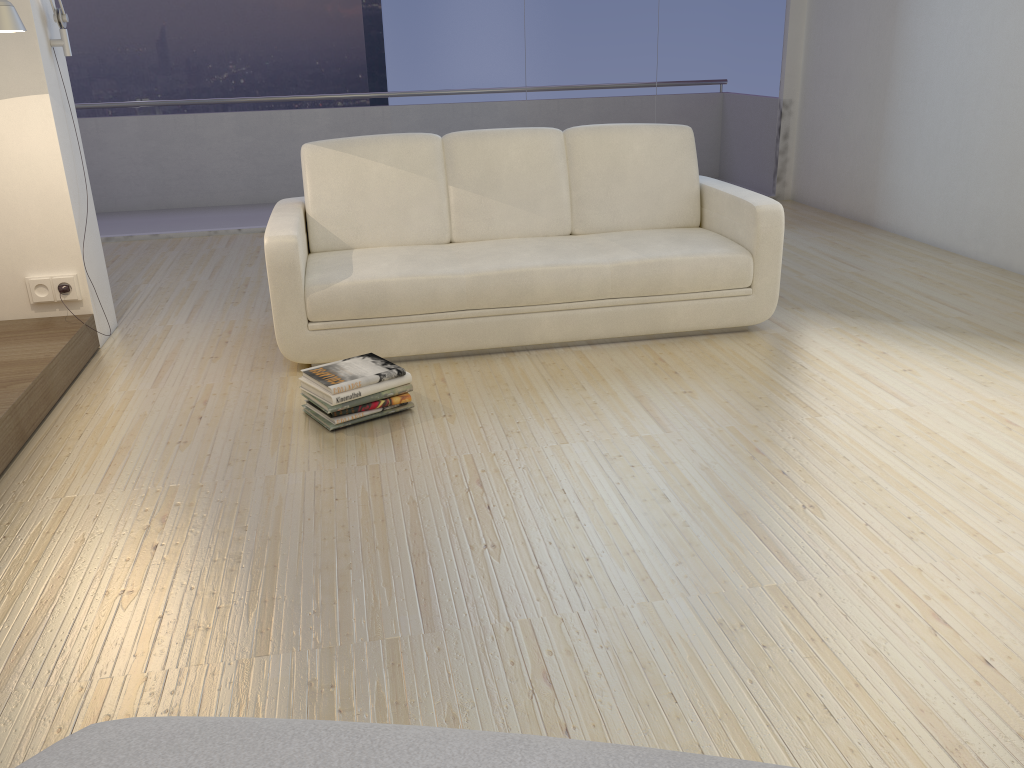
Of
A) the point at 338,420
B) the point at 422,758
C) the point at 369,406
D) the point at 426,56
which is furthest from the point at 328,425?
the point at 426,56

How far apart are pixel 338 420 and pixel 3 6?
1.7 meters

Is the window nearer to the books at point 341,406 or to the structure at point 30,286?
the structure at point 30,286

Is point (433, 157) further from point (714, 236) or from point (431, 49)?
point (431, 49)

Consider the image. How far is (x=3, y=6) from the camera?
2.91m

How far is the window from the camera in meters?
6.3 m

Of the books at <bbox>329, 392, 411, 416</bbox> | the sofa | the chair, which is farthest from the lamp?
the chair

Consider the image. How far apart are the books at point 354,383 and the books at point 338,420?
0.1 meters

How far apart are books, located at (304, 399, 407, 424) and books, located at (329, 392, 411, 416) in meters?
0.0 m

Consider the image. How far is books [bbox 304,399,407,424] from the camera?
3.0 meters
